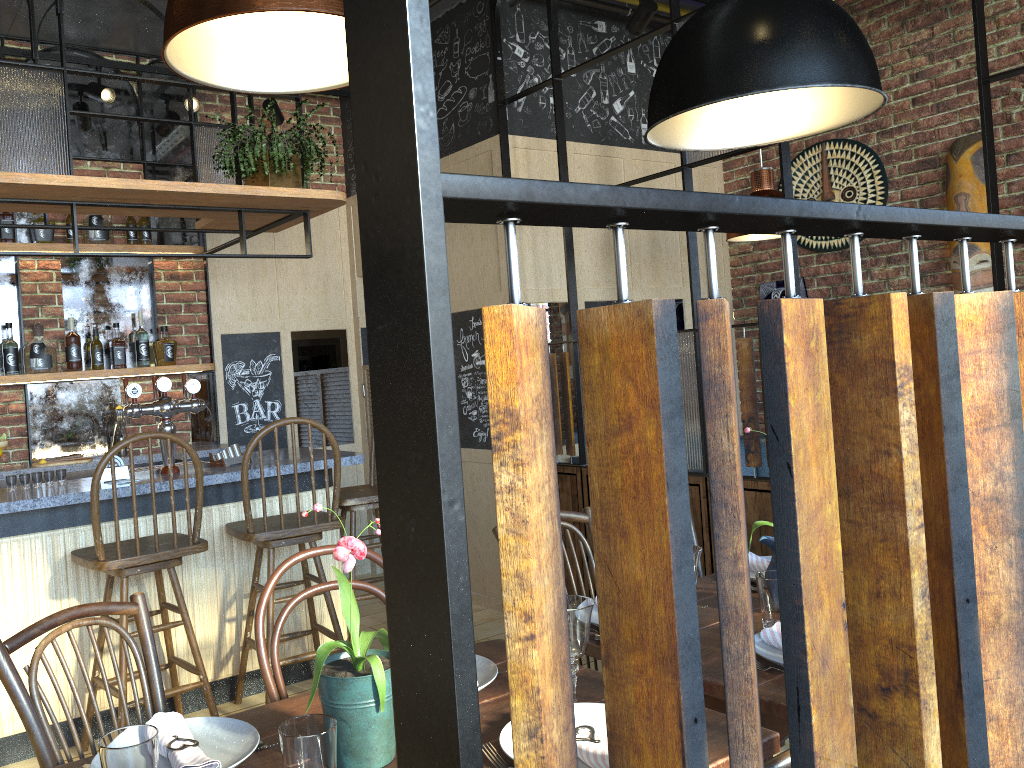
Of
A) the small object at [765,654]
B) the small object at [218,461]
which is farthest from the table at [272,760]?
the small object at [218,461]

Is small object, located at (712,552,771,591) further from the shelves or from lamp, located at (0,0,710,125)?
the shelves

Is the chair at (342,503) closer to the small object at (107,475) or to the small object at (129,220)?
the small object at (107,475)

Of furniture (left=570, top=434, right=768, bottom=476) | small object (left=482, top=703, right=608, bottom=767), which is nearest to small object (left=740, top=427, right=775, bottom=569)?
small object (left=482, top=703, right=608, bottom=767)

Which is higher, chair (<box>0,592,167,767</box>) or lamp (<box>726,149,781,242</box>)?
lamp (<box>726,149,781,242</box>)

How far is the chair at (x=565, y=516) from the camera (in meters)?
2.55

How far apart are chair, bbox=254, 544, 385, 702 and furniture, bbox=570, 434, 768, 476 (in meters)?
3.37

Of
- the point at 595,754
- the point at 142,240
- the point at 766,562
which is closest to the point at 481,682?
the point at 595,754

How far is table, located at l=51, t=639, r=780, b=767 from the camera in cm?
143

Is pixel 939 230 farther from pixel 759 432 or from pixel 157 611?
pixel 157 611
